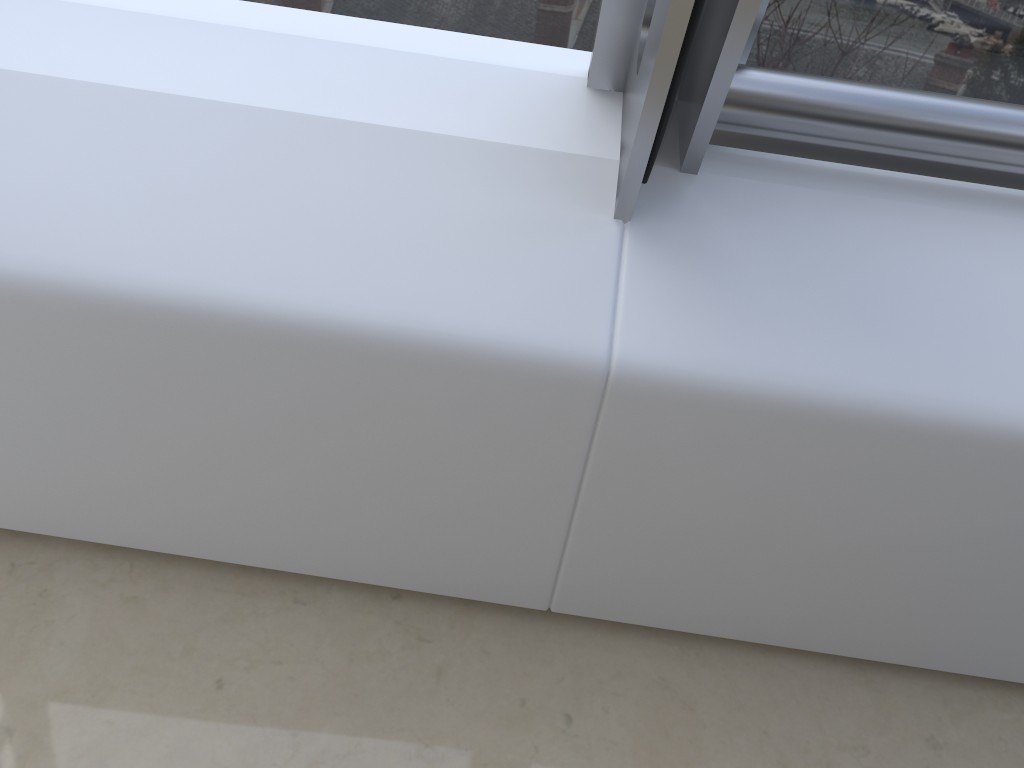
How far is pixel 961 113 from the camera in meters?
1.2

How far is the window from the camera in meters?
1.2

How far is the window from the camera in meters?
1.2
